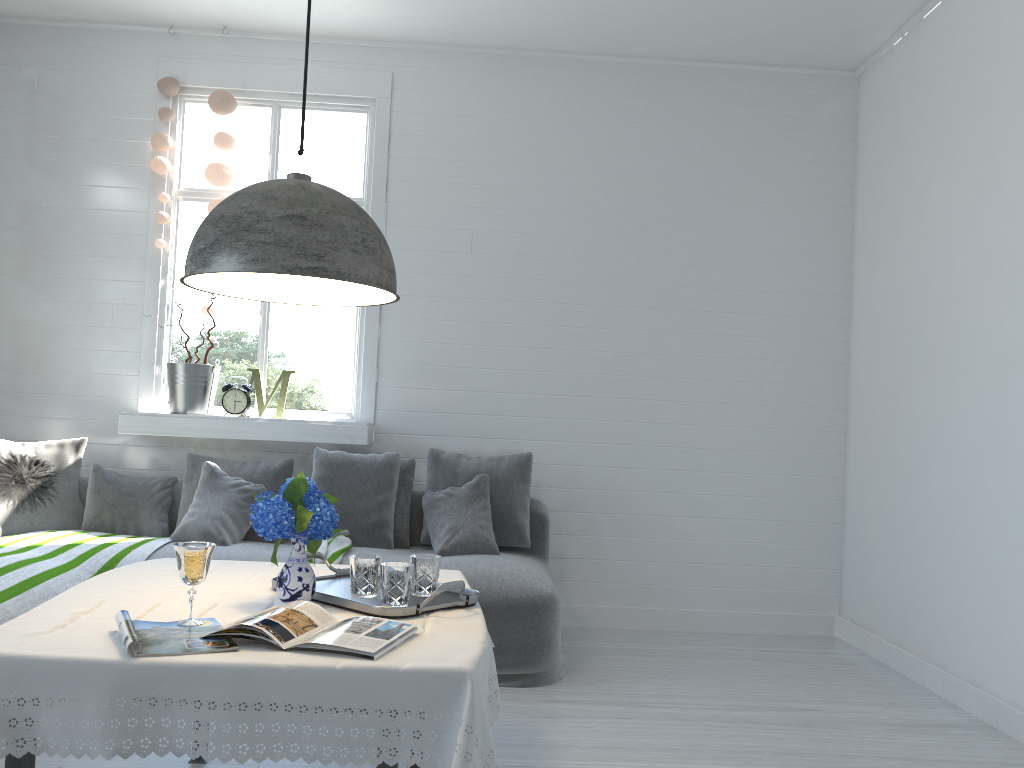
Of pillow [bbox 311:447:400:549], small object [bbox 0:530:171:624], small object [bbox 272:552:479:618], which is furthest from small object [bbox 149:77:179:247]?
small object [bbox 272:552:479:618]

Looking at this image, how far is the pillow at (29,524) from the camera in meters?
4.8 m

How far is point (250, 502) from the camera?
4.9m

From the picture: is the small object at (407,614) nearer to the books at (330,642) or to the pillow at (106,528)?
the books at (330,642)

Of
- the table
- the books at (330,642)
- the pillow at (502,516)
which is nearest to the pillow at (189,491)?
the pillow at (502,516)

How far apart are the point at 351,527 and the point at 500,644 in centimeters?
116cm

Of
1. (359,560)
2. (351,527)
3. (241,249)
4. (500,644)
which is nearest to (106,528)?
(351,527)

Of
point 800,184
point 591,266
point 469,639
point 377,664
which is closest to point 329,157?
point 591,266

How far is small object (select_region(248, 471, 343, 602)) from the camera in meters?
2.4

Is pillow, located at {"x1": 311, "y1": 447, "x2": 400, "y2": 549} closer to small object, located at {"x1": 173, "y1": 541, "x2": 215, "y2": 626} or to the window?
the window
